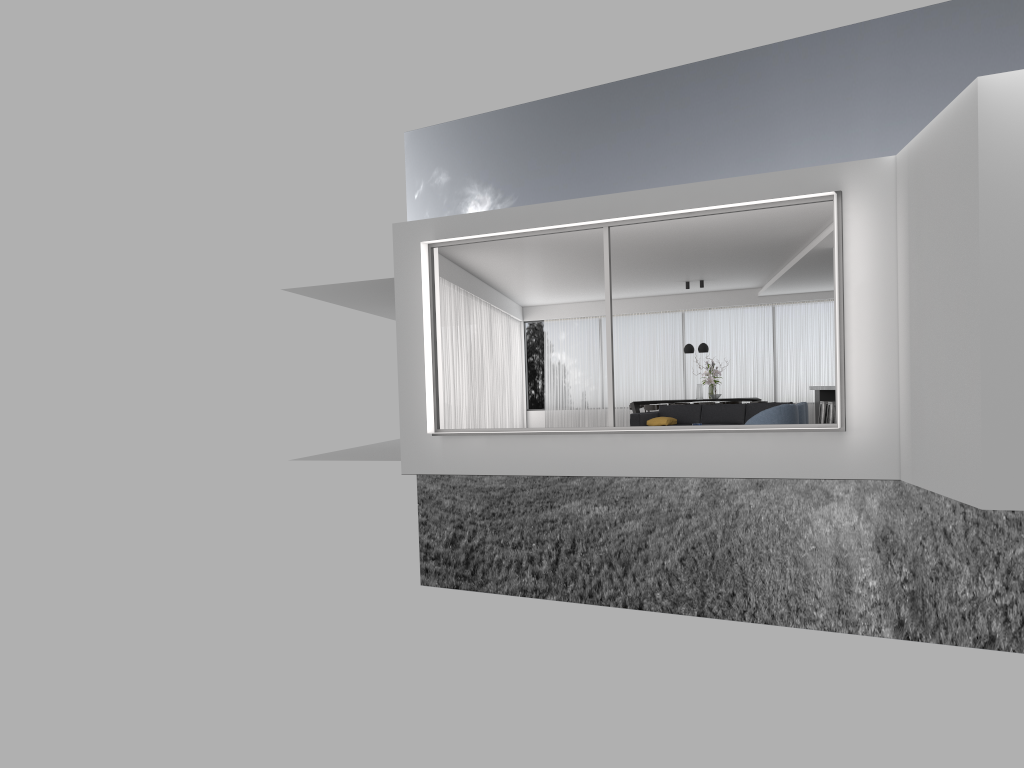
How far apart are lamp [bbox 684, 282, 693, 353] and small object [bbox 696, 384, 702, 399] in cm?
80

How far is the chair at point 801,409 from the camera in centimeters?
1171cm

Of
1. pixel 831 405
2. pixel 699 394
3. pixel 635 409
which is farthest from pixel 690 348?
pixel 831 405

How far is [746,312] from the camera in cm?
1948

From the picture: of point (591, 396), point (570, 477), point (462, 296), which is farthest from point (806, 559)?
point (462, 296)

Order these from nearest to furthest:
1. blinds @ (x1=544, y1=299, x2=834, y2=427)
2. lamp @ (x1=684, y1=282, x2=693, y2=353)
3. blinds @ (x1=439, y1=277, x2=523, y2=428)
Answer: blinds @ (x1=439, y1=277, x2=523, y2=428)
lamp @ (x1=684, y1=282, x2=693, y2=353)
blinds @ (x1=544, y1=299, x2=834, y2=427)

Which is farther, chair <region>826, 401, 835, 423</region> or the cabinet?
the cabinet

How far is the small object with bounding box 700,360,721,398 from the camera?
17.55m

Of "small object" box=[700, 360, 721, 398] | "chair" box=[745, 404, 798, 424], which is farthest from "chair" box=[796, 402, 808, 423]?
"small object" box=[700, 360, 721, 398]

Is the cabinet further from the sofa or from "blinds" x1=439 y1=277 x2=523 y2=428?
"blinds" x1=439 y1=277 x2=523 y2=428
